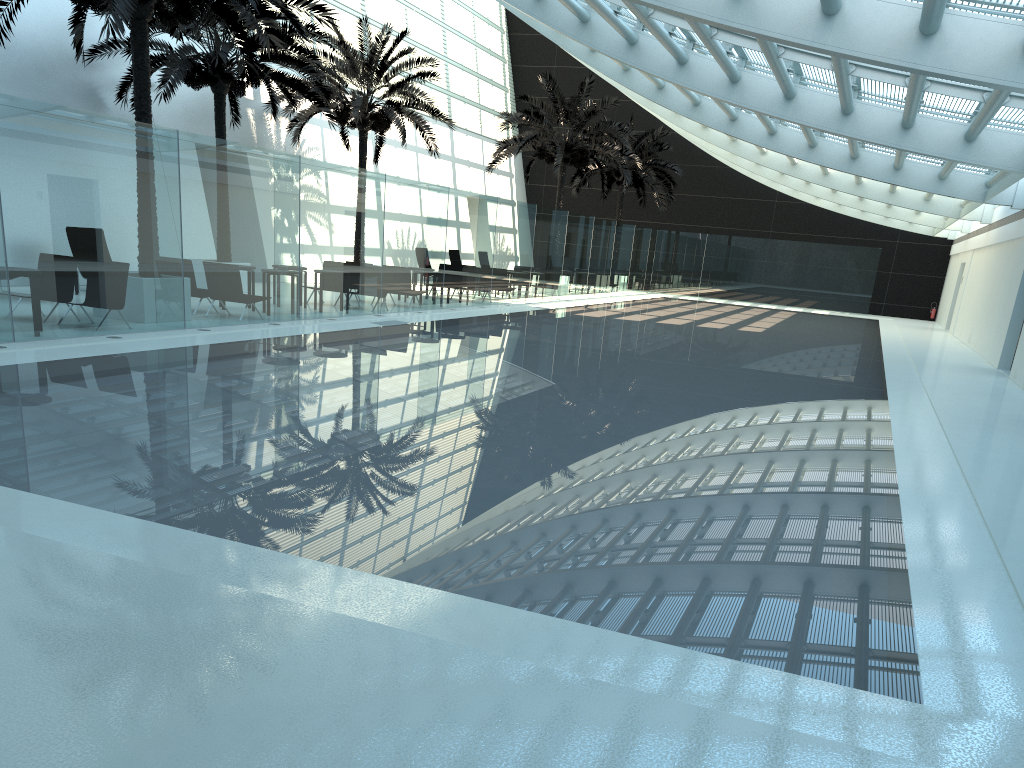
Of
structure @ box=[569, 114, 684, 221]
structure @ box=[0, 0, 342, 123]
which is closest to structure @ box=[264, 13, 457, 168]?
structure @ box=[0, 0, 342, 123]

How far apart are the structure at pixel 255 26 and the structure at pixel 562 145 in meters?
14.9 m

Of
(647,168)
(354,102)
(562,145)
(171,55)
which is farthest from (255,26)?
(647,168)

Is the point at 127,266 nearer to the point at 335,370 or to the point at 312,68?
the point at 335,370

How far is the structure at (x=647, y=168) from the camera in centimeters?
3655cm

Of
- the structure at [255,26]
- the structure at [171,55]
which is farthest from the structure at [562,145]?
the structure at [255,26]

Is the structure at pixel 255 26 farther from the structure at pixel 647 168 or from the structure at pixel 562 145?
the structure at pixel 647 168

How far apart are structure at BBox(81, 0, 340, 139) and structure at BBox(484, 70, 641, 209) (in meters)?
9.05

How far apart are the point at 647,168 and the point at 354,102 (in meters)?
16.75

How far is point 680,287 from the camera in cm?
3978
